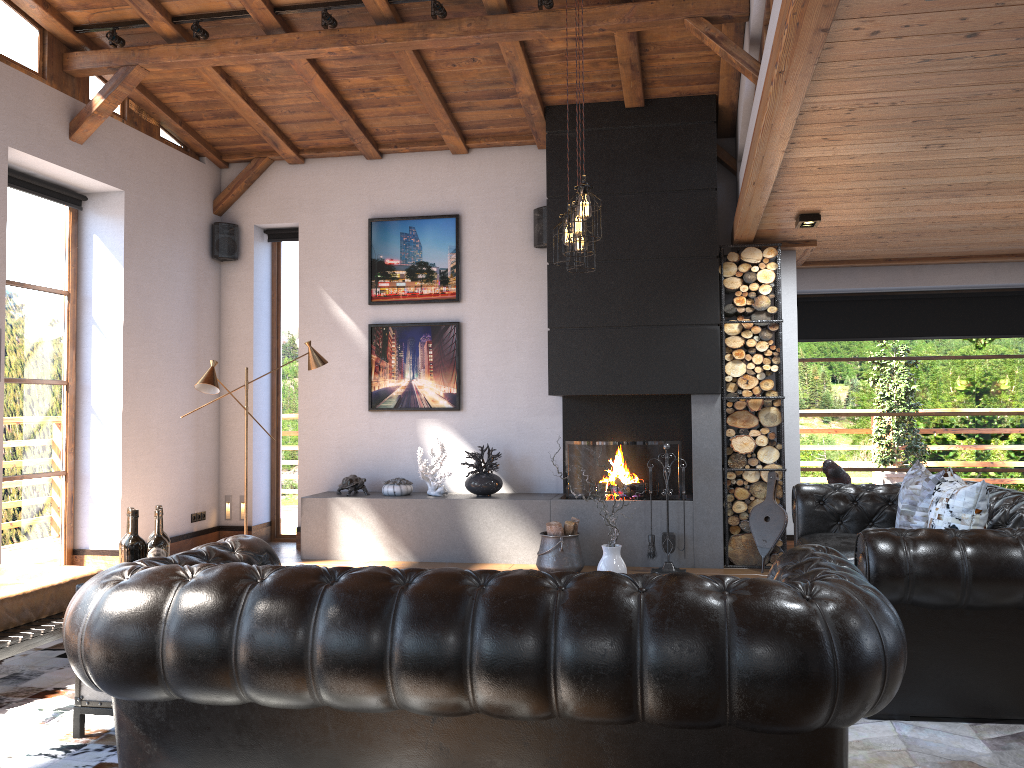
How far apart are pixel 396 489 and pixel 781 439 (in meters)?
3.31

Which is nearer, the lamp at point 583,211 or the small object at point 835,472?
the lamp at point 583,211

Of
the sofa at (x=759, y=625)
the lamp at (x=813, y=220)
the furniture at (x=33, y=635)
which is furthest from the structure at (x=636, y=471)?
the sofa at (x=759, y=625)

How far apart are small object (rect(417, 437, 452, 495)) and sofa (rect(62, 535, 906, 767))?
4.11m

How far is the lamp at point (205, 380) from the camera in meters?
6.6 m

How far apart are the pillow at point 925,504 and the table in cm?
409

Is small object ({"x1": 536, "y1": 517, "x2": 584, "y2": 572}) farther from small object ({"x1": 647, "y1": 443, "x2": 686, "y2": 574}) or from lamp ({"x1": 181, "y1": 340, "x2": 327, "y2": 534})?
lamp ({"x1": 181, "y1": 340, "x2": 327, "y2": 534})

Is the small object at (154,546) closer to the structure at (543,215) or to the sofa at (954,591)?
the sofa at (954,591)

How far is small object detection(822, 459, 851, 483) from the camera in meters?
6.1

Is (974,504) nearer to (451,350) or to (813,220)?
(813,220)
